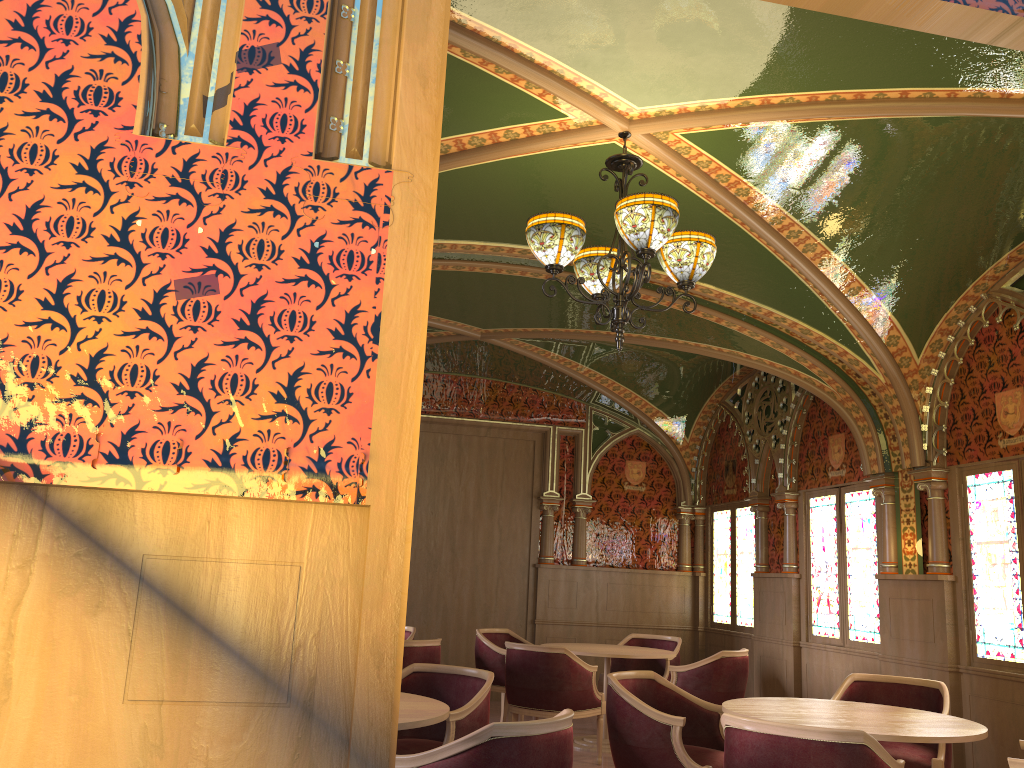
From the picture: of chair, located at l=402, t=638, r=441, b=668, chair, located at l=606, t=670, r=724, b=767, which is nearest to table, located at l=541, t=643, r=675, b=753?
chair, located at l=402, t=638, r=441, b=668

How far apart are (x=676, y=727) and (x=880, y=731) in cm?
94

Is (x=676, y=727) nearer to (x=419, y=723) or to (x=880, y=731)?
(x=880, y=731)

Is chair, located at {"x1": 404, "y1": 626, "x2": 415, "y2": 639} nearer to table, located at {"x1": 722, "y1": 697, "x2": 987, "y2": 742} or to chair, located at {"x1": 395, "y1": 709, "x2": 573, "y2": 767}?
table, located at {"x1": 722, "y1": 697, "x2": 987, "y2": 742}

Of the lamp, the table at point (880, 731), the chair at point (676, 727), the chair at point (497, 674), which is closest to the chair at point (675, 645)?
the chair at point (497, 674)

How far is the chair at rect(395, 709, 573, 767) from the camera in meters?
2.9 m

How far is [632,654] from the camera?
7.0m

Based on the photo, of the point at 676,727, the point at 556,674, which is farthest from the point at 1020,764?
the point at 556,674

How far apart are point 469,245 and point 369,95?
3.86m

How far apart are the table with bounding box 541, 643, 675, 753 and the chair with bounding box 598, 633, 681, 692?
0.49m
